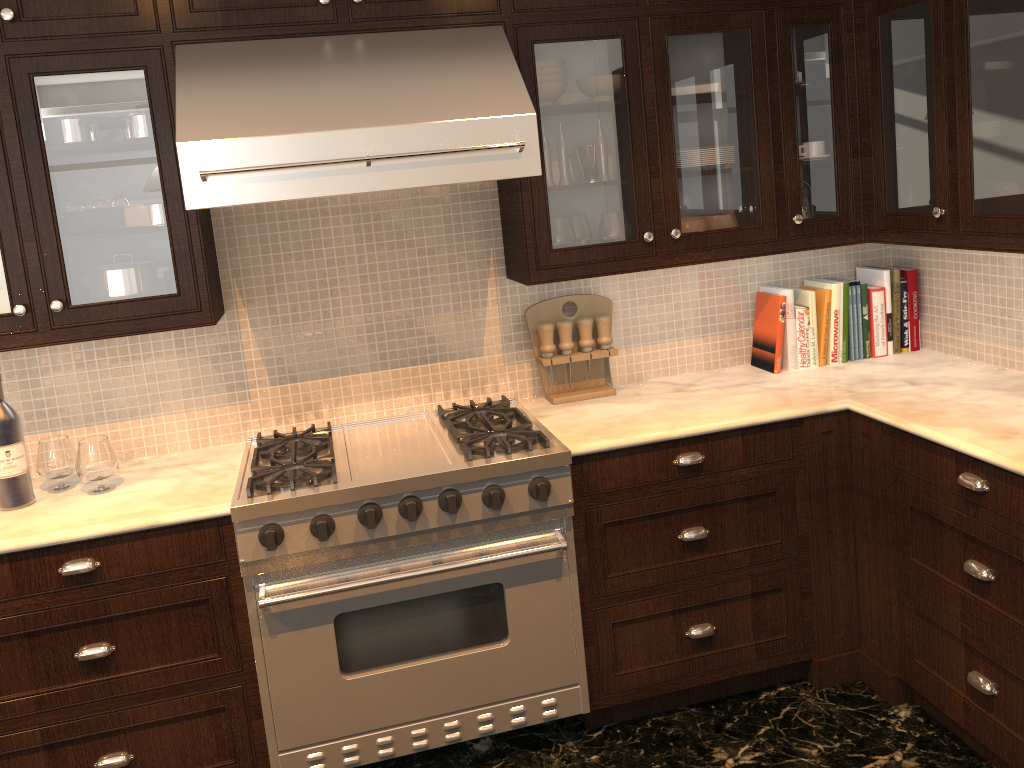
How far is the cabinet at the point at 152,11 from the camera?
2.35m

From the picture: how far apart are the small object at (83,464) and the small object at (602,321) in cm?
156

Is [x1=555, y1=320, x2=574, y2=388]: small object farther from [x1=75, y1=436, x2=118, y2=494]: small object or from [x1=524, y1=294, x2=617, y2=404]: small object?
[x1=75, y1=436, x2=118, y2=494]: small object

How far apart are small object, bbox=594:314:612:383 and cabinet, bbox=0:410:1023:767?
0.5m

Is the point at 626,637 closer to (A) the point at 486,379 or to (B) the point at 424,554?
(B) the point at 424,554

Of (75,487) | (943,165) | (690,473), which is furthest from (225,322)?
(943,165)

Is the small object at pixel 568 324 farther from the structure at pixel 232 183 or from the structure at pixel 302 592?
the structure at pixel 232 183

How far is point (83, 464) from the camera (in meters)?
2.48

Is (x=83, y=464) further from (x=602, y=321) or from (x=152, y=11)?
(x=602, y=321)

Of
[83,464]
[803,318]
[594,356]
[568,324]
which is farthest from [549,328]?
[83,464]
